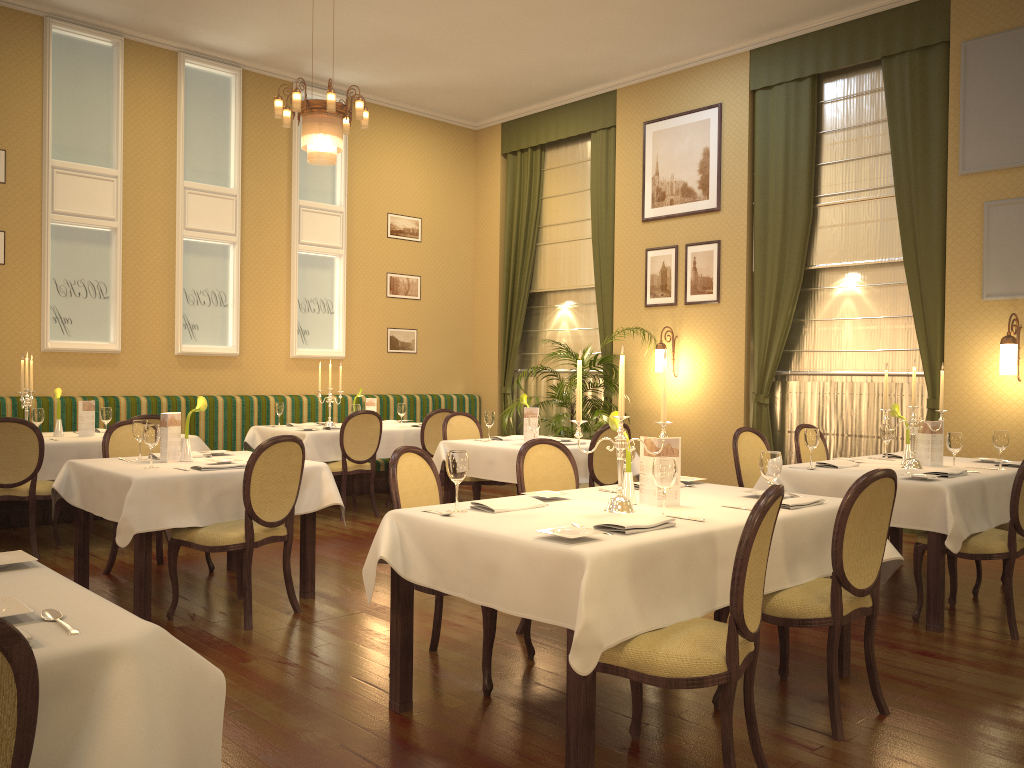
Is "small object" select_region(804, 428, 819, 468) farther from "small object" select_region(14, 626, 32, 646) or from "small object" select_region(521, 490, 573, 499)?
"small object" select_region(14, 626, 32, 646)

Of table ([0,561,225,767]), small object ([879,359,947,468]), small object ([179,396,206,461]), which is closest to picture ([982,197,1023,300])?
small object ([879,359,947,468])

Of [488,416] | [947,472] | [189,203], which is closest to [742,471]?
[947,472]

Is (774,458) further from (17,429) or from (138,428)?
(17,429)

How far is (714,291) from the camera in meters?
8.7 m

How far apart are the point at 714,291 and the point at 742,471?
3.5 meters

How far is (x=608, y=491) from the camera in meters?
4.0 m

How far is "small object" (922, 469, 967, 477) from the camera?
4.7 meters

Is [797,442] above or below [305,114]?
below

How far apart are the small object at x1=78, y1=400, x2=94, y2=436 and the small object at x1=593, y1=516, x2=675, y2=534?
5.24m
